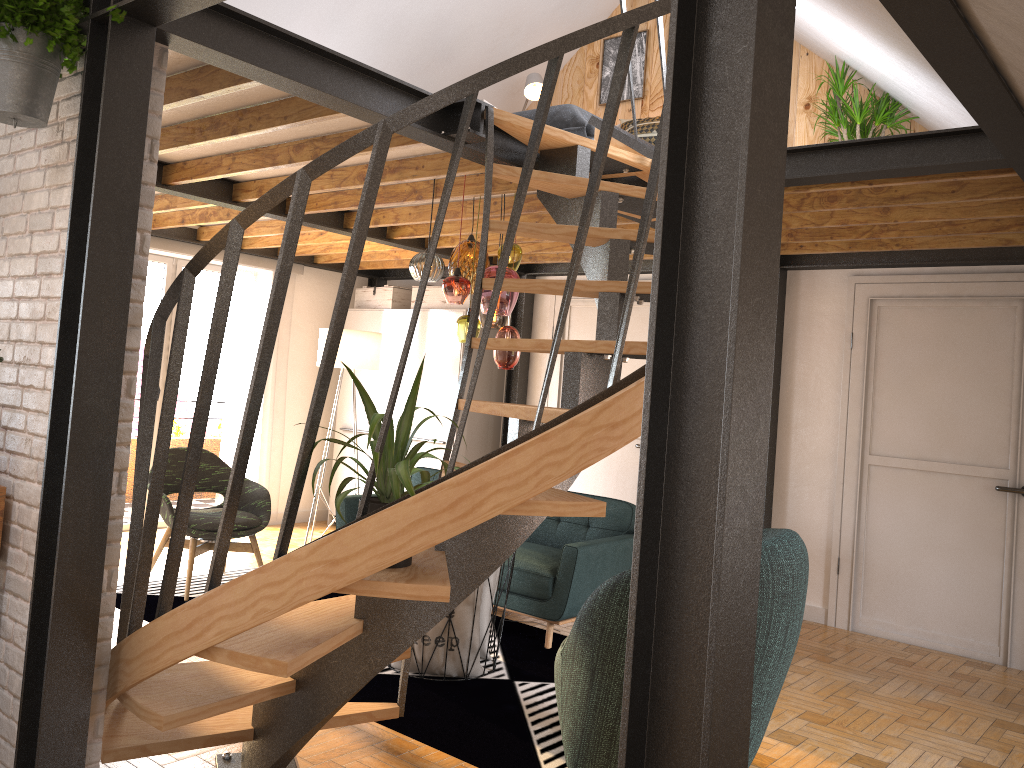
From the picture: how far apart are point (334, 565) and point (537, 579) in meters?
2.7 m

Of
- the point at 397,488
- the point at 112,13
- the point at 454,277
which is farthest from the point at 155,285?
the point at 397,488

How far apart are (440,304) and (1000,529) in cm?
446

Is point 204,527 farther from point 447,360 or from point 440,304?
point 440,304

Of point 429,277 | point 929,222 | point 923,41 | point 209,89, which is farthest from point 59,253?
point 929,222

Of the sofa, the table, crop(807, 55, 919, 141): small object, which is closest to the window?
the sofa

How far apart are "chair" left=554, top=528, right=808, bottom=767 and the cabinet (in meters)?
4.11

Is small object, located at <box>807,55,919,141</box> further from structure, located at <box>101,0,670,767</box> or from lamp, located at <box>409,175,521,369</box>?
lamp, located at <box>409,175,521,369</box>

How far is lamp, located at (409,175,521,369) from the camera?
4.4m

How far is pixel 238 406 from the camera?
7.6 meters
